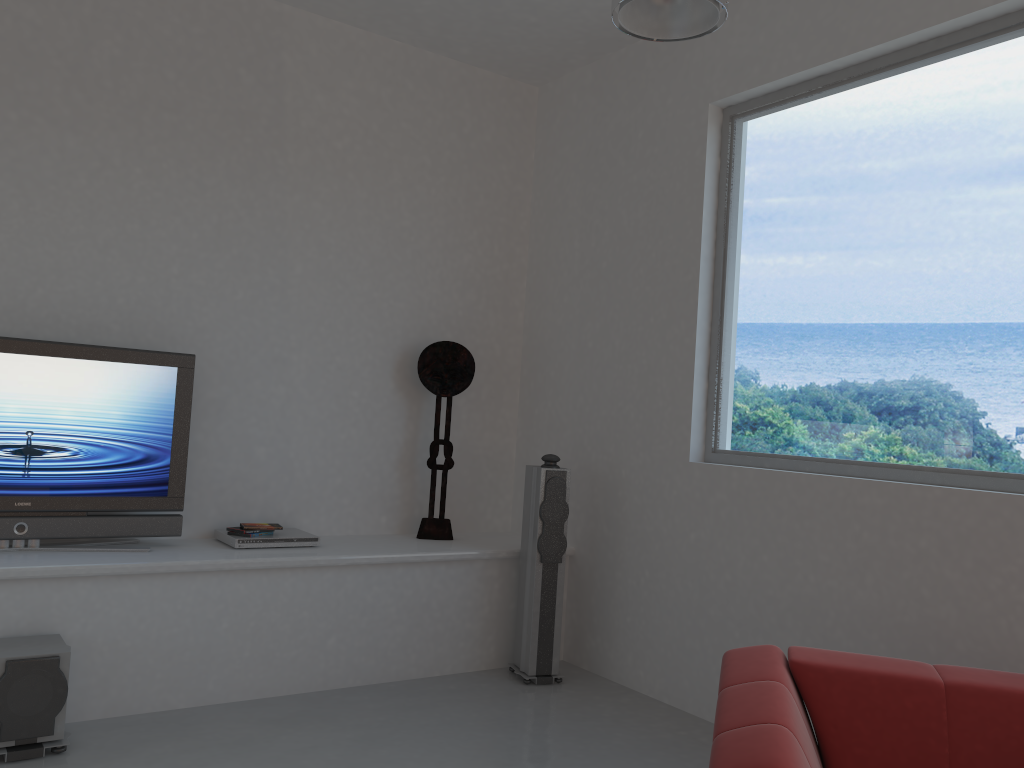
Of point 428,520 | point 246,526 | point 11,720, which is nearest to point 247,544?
point 246,526

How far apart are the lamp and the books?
2.8m

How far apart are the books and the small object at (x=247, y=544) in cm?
4

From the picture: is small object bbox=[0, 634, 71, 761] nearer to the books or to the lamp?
the books

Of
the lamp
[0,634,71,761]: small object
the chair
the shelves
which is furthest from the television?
the chair

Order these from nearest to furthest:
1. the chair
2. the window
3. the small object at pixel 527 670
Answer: the chair
the window
the small object at pixel 527 670

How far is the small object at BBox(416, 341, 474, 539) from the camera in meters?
5.0

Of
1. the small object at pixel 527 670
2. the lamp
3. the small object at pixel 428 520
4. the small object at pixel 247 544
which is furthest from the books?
the lamp

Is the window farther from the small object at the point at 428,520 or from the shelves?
the small object at the point at 428,520

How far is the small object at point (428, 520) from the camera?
5.01m
